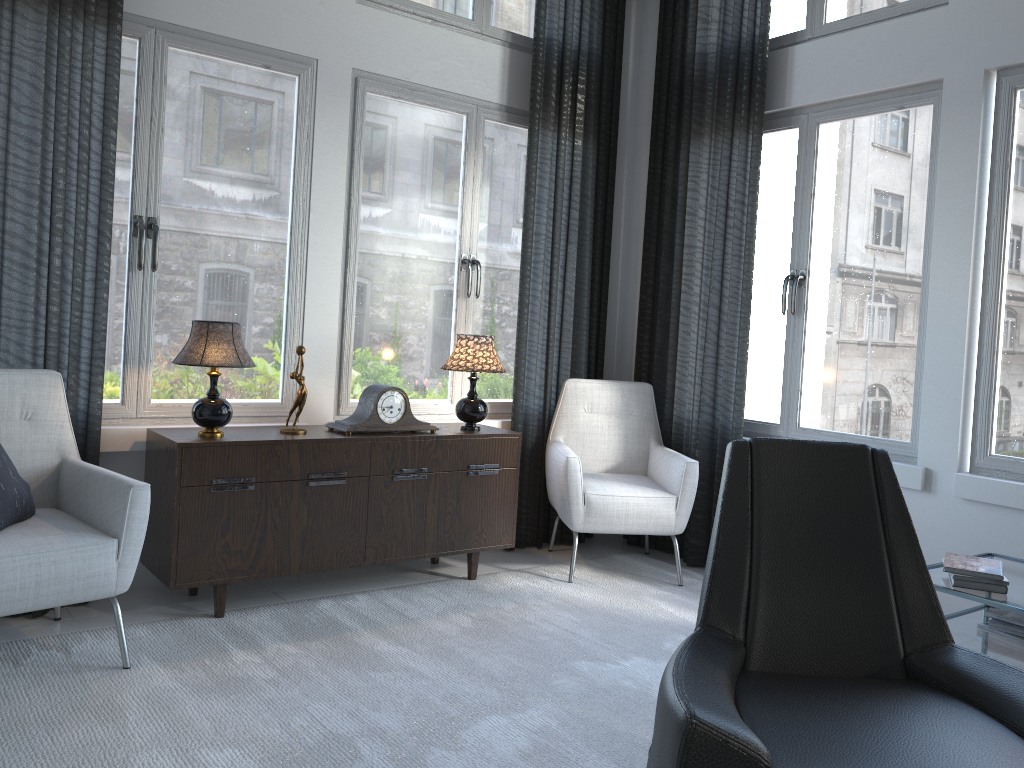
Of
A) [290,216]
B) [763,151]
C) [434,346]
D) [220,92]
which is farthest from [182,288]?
[763,151]

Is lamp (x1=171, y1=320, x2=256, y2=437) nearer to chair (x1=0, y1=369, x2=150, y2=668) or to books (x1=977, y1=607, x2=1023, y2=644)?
chair (x1=0, y1=369, x2=150, y2=668)

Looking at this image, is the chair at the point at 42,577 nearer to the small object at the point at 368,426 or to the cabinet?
the cabinet

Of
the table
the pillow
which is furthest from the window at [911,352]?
the pillow

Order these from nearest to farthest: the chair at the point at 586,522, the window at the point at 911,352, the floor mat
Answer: the floor mat
the window at the point at 911,352
the chair at the point at 586,522

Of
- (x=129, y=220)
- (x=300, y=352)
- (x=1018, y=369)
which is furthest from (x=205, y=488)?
(x=1018, y=369)

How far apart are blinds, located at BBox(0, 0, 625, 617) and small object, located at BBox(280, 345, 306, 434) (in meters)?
0.64

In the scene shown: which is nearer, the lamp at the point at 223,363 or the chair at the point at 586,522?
the lamp at the point at 223,363

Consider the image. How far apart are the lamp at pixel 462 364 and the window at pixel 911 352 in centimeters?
123cm

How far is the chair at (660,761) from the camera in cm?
150
